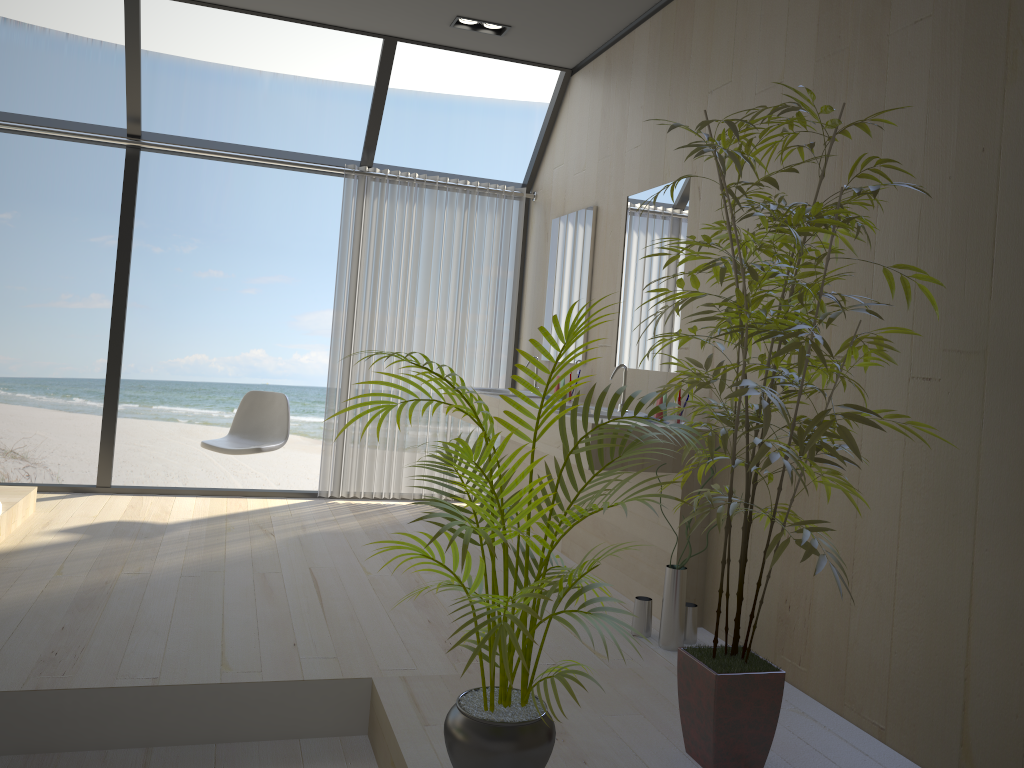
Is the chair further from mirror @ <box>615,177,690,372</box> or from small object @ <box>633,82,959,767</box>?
small object @ <box>633,82,959,767</box>

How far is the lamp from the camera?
4.7m

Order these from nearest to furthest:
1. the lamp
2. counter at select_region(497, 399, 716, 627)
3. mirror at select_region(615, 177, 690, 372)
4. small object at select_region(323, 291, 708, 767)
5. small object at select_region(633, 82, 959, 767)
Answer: small object at select_region(323, 291, 708, 767) < small object at select_region(633, 82, 959, 767) < counter at select_region(497, 399, 716, 627) < mirror at select_region(615, 177, 690, 372) < the lamp

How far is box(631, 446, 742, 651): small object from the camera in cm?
320

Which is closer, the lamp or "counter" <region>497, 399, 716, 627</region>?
A: "counter" <region>497, 399, 716, 627</region>

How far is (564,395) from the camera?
2.20m

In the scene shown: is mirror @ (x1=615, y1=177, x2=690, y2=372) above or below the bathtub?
above

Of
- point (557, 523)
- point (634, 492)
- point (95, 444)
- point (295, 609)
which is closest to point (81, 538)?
point (295, 609)

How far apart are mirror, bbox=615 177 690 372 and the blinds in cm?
149

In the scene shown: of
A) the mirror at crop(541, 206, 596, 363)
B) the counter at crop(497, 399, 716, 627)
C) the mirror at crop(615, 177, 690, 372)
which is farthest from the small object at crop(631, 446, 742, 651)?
the mirror at crop(541, 206, 596, 363)
